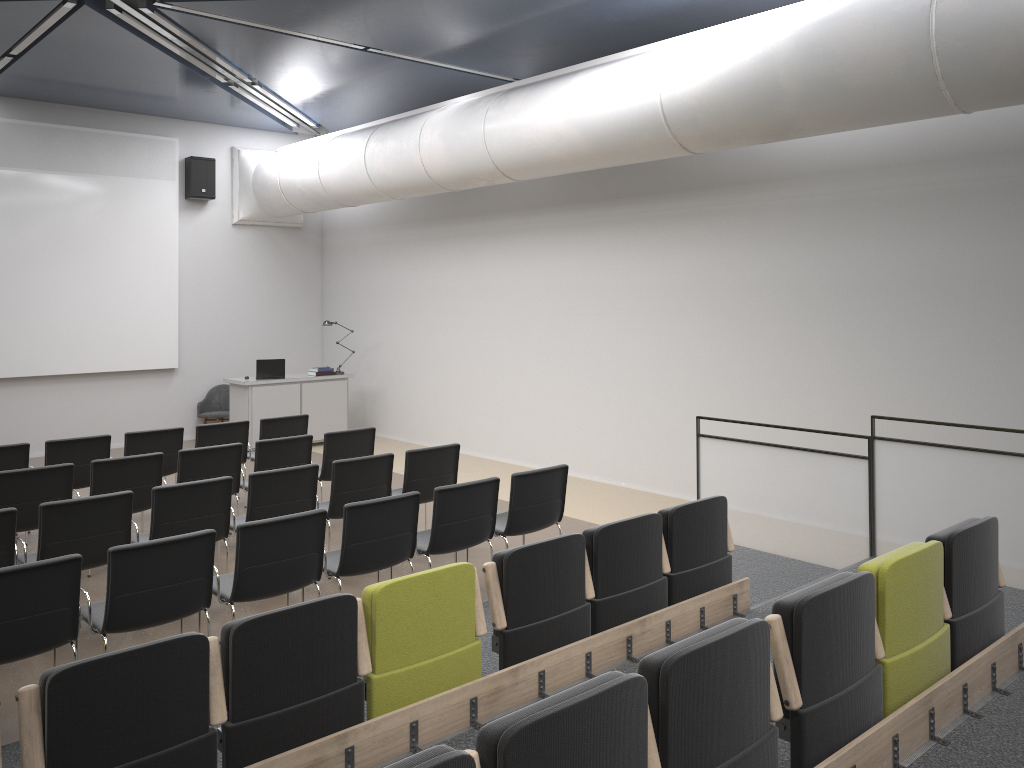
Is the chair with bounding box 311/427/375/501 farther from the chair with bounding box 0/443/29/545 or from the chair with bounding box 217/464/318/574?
the chair with bounding box 0/443/29/545

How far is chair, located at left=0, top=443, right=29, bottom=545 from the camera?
7.6m

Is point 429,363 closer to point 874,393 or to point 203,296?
point 203,296

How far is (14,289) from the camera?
11.6m

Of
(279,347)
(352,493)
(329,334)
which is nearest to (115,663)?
(352,493)

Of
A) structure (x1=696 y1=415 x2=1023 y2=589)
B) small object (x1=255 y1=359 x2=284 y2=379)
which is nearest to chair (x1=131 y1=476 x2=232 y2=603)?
structure (x1=696 y1=415 x2=1023 y2=589)

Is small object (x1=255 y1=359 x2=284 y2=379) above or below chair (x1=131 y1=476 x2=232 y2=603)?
above

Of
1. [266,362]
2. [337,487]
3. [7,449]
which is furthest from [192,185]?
[337,487]

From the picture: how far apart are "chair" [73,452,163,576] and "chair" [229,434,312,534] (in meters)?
0.81

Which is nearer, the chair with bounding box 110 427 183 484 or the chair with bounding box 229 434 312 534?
the chair with bounding box 229 434 312 534
